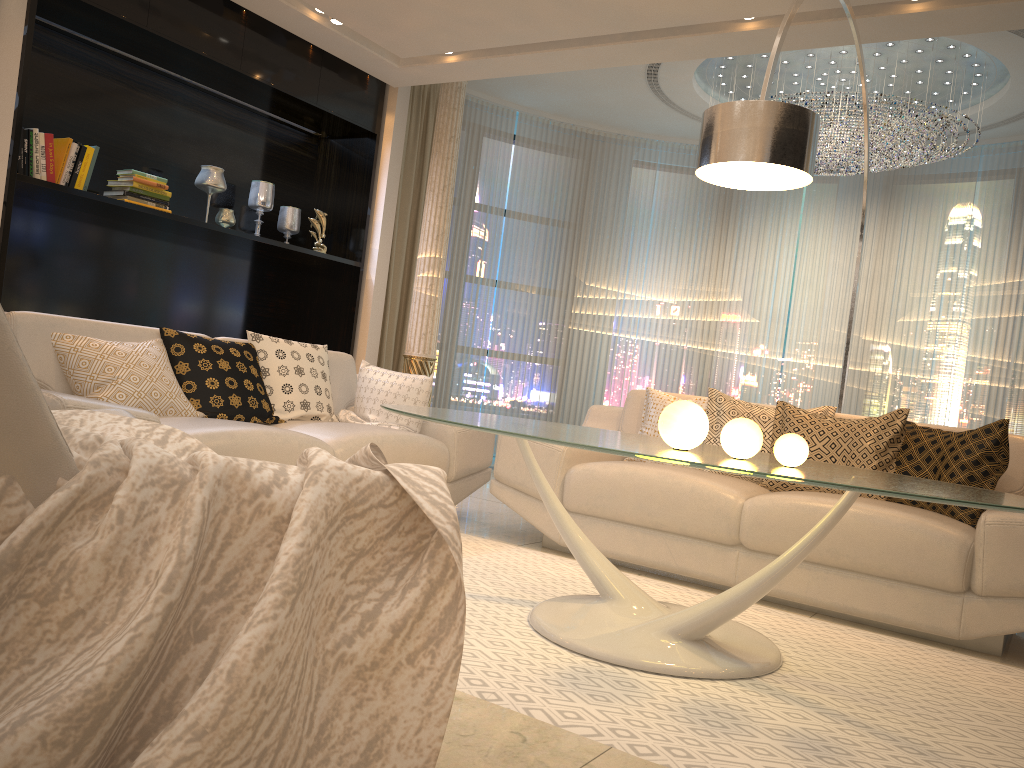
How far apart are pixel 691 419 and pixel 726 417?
1.50m

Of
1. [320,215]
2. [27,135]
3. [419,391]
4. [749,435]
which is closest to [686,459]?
[749,435]

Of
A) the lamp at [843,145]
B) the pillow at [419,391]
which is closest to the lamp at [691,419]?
the pillow at [419,391]

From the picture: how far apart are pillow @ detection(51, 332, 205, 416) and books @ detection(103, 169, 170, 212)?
1.65m

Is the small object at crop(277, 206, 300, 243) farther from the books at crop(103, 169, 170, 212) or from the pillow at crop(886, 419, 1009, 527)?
the pillow at crop(886, 419, 1009, 527)

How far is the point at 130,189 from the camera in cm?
484

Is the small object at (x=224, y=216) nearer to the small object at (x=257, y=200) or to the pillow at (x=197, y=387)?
the small object at (x=257, y=200)

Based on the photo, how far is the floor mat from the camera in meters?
1.9

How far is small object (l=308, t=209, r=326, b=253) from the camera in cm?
599

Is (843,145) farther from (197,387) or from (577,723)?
(577,723)
